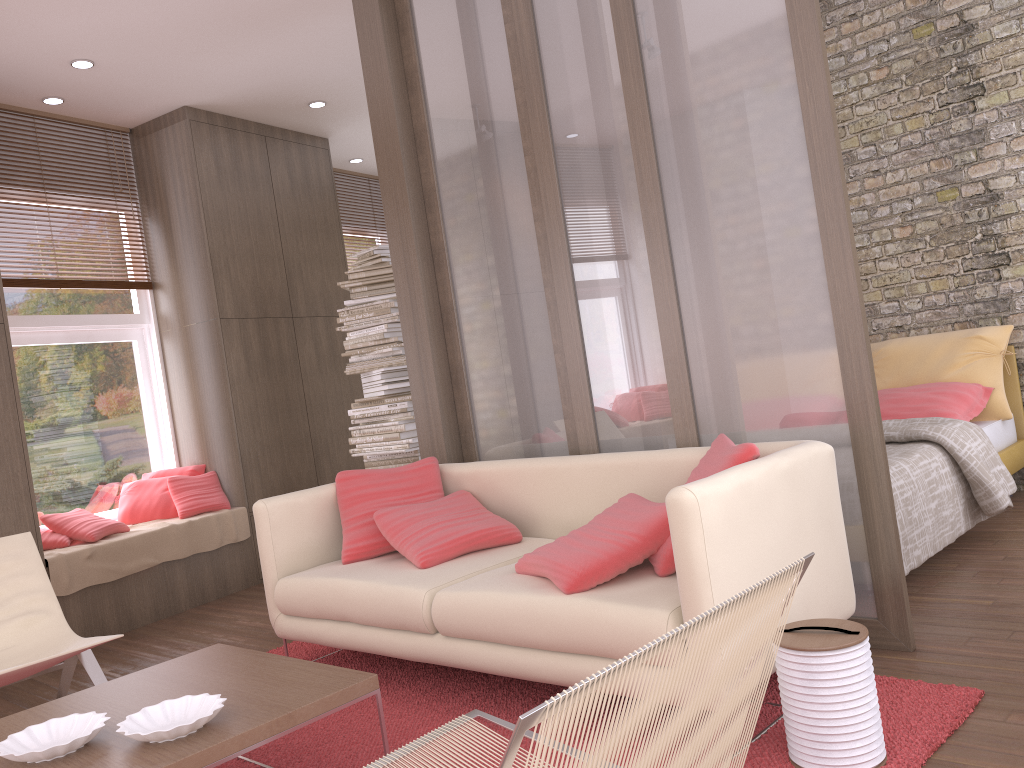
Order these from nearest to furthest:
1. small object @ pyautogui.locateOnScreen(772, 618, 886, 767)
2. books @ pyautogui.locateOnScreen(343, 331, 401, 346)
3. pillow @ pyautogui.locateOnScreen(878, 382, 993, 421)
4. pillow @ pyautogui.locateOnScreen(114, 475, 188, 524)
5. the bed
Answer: small object @ pyautogui.locateOnScreen(772, 618, 886, 767) → the bed → pillow @ pyautogui.locateOnScreen(878, 382, 993, 421) → books @ pyautogui.locateOnScreen(343, 331, 401, 346) → pillow @ pyautogui.locateOnScreen(114, 475, 188, 524)

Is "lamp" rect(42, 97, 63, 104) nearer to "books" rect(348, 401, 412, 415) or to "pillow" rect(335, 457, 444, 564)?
"books" rect(348, 401, 412, 415)

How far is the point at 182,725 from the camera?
2.02m

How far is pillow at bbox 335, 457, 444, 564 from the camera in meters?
3.7

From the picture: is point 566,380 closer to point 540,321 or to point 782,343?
point 540,321

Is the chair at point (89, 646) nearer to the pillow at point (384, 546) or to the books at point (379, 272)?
the pillow at point (384, 546)

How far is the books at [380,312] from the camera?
5.6m

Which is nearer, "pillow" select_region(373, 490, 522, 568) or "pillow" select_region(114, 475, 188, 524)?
"pillow" select_region(373, 490, 522, 568)

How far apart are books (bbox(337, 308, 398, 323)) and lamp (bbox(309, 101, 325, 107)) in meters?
1.7 m

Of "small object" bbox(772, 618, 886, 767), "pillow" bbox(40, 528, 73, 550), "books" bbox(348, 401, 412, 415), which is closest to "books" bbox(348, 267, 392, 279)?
"books" bbox(348, 401, 412, 415)
